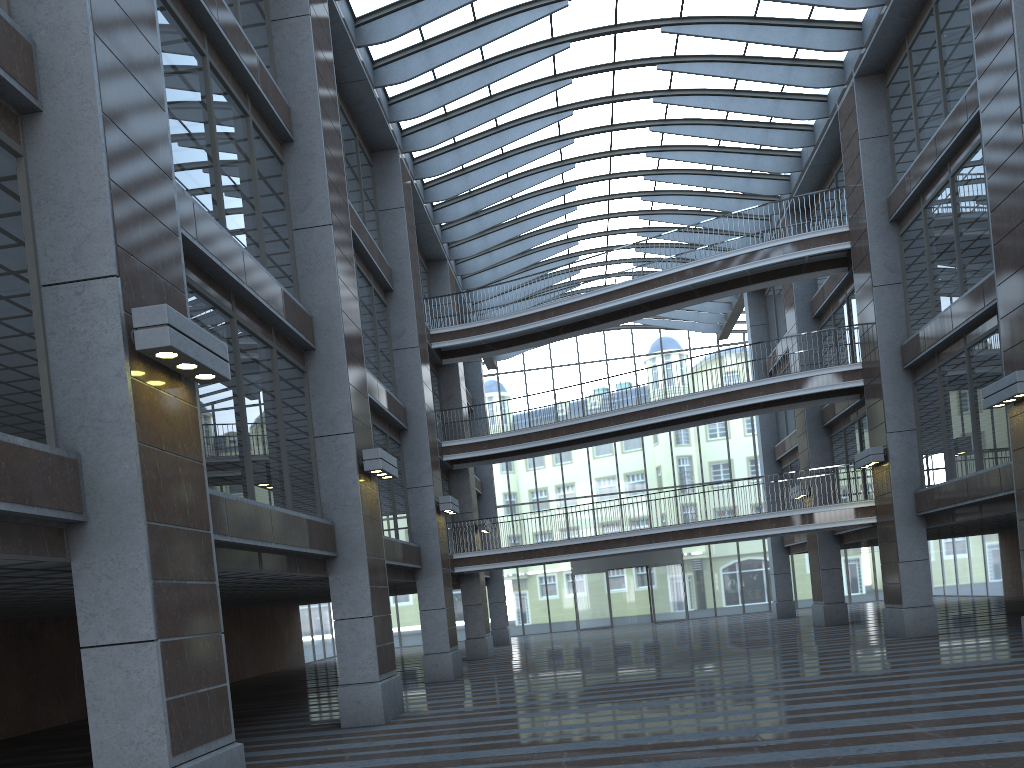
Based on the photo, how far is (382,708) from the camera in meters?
14.0

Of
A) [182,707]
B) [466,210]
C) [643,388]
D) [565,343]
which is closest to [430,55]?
[466,210]
